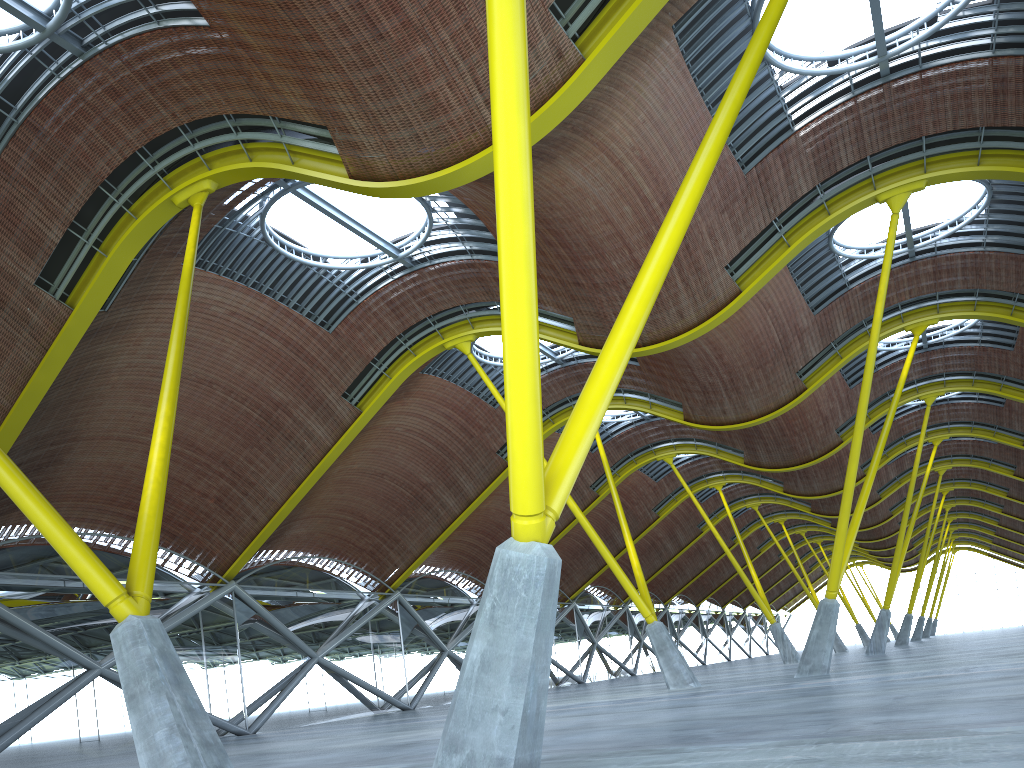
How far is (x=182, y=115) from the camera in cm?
1982

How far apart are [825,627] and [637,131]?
16.91m
